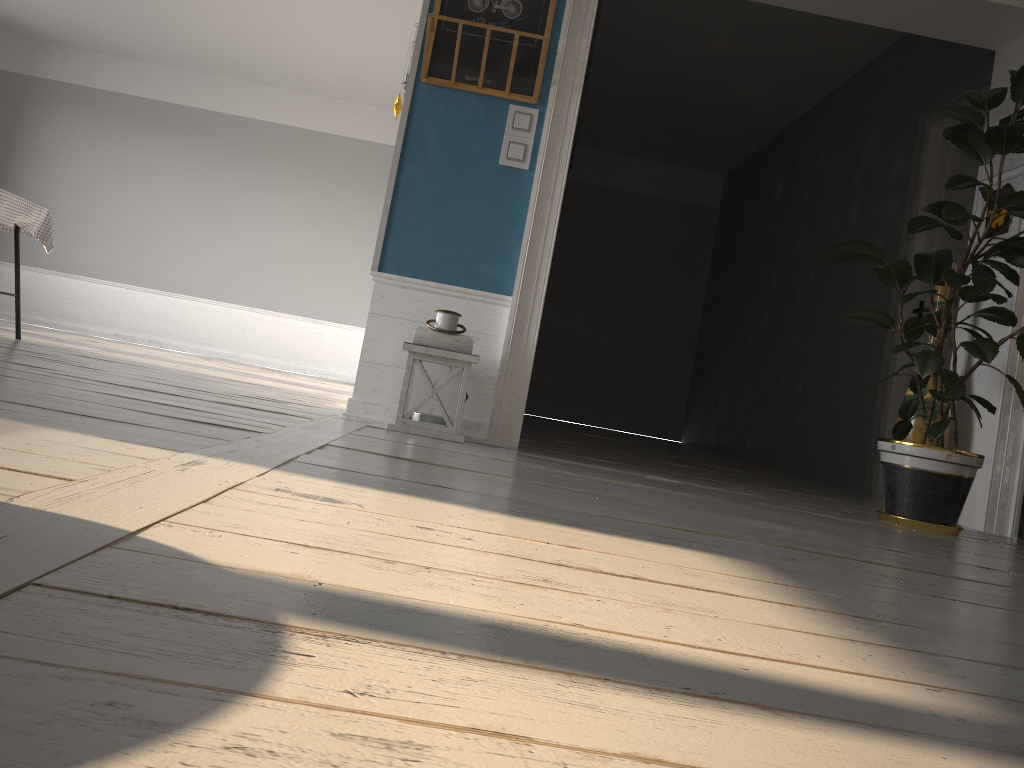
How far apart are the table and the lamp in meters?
2.8

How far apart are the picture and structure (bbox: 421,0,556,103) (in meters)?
2.10

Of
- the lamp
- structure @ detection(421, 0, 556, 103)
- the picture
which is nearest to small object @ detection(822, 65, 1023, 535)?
the picture

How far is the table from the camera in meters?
4.7 m

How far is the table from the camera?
4.7 meters

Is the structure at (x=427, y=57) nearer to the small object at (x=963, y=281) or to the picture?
the small object at (x=963, y=281)

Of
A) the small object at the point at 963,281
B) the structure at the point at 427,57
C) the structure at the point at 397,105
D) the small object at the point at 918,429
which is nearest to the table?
the structure at the point at 397,105

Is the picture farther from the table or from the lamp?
the table

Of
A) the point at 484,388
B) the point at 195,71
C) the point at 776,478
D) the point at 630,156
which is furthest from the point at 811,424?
the point at 195,71

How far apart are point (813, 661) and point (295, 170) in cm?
932
